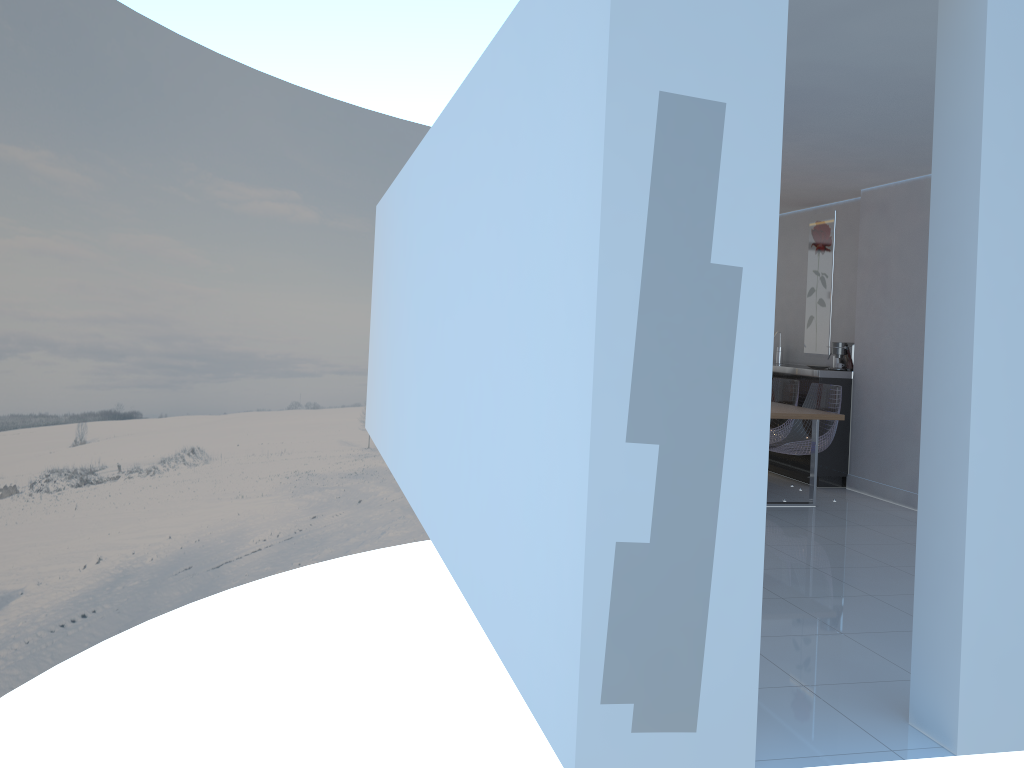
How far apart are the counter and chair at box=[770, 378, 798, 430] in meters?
0.1 m

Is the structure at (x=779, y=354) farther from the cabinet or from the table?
the table

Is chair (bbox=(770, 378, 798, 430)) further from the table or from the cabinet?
the table

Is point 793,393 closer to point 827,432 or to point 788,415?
point 827,432

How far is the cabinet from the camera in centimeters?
738cm

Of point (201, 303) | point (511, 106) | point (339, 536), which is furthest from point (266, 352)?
point (511, 106)

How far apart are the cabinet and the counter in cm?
5

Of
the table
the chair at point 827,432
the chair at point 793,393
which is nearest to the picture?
the chair at point 793,393

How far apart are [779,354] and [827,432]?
2.1m

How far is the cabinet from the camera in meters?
7.4 m
